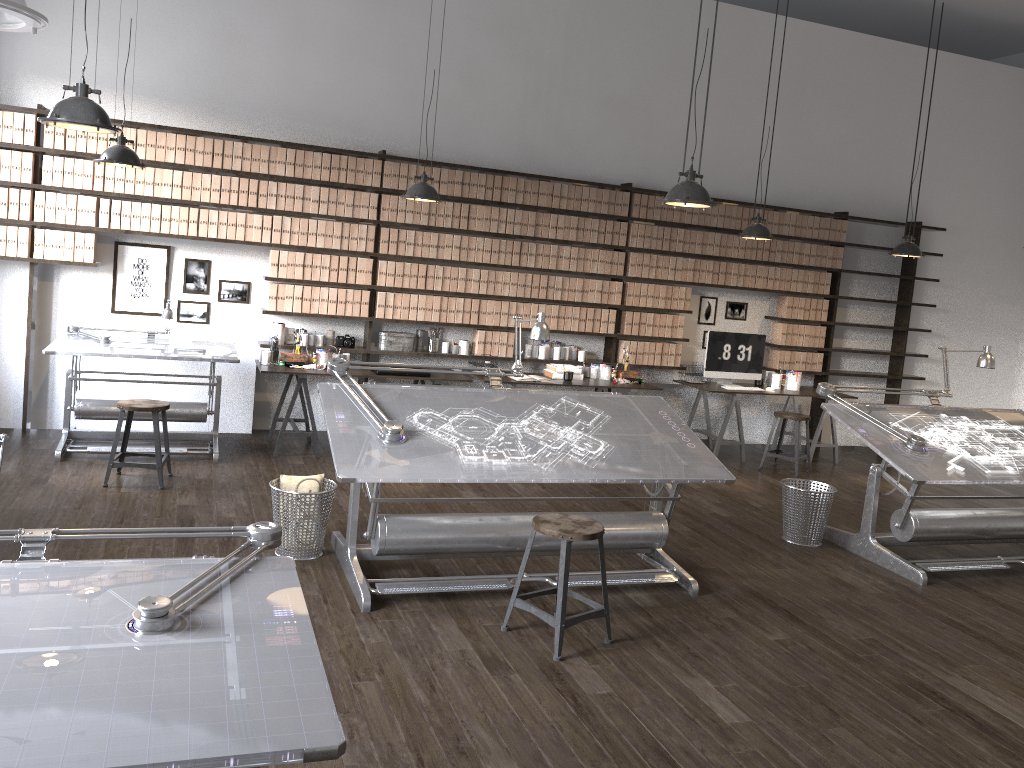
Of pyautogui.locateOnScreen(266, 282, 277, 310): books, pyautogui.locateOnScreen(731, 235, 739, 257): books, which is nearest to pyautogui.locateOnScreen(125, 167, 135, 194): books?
pyautogui.locateOnScreen(266, 282, 277, 310): books

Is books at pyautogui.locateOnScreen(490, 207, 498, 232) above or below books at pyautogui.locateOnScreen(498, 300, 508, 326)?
above

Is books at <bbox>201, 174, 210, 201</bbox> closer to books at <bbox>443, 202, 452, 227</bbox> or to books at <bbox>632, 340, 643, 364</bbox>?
books at <bbox>443, 202, 452, 227</bbox>

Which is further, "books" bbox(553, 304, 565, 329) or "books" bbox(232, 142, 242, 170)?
"books" bbox(553, 304, 565, 329)

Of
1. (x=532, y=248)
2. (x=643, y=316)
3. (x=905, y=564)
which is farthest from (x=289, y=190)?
(x=905, y=564)

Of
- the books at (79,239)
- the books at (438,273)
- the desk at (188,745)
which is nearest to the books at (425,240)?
the books at (438,273)

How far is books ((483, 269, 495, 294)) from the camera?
7.78m

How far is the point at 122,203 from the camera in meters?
6.7 m

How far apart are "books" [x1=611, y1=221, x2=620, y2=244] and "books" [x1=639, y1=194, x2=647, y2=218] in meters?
0.3 m

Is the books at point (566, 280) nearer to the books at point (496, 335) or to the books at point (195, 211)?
the books at point (496, 335)
